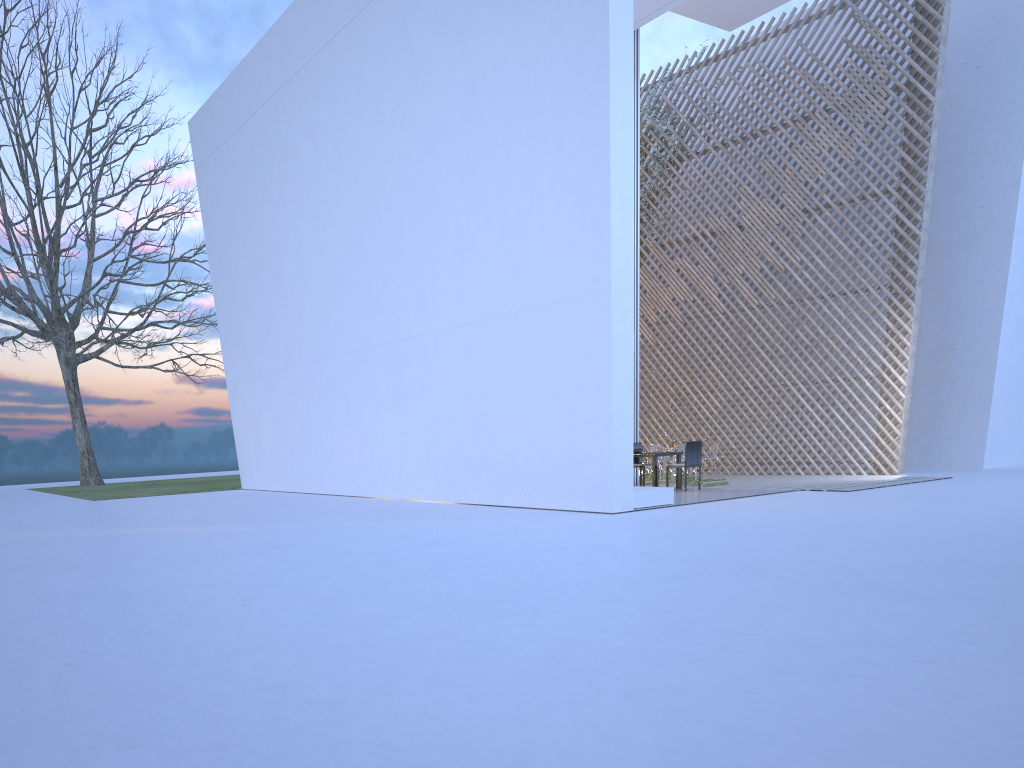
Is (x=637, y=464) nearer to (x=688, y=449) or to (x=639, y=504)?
(x=688, y=449)

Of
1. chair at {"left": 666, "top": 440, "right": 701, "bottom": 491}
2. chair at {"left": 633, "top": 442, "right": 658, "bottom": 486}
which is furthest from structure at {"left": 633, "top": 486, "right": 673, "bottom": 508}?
chair at {"left": 633, "top": 442, "right": 658, "bottom": 486}

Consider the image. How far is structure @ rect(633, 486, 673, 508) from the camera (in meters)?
5.97

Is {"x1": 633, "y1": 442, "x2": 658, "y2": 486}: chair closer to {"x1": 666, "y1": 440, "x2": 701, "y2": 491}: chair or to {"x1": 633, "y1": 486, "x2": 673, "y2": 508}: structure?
{"x1": 666, "y1": 440, "x2": 701, "y2": 491}: chair

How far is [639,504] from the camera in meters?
6.0 m

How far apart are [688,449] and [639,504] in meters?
1.6

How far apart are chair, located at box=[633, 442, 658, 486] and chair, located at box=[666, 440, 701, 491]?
0.6 meters

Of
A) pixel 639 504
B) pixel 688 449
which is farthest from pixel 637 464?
pixel 639 504

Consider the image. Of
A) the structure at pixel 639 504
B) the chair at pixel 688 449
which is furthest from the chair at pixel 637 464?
the structure at pixel 639 504

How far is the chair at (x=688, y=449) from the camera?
7.37m
